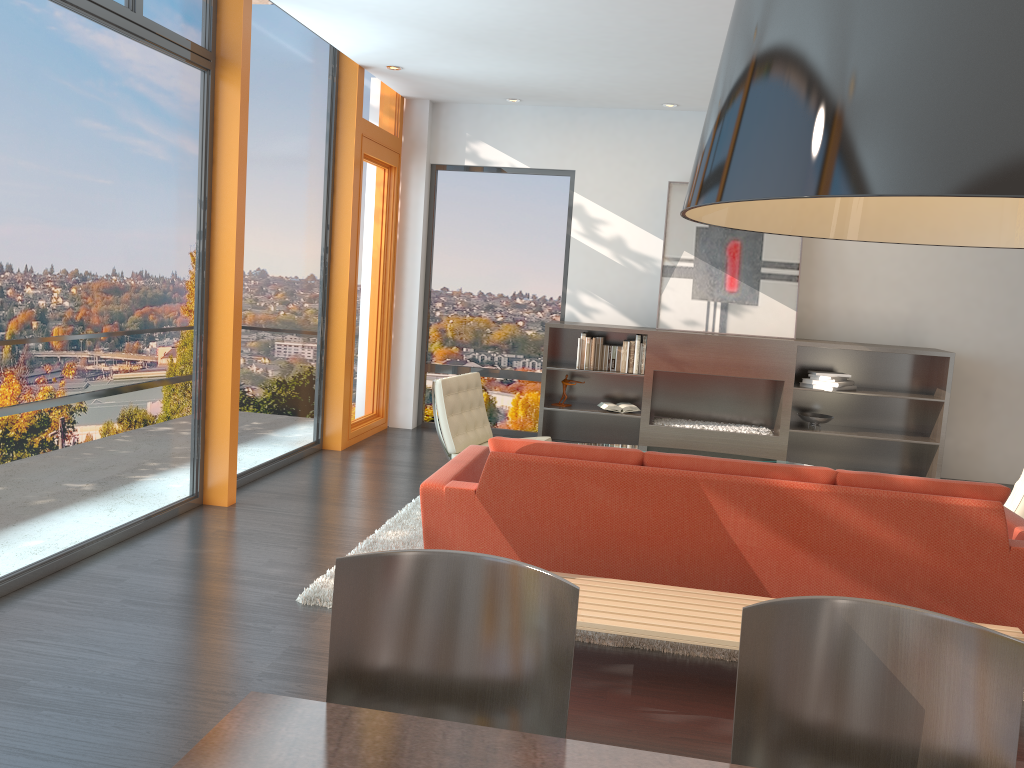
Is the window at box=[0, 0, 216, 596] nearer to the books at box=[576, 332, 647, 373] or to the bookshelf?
the bookshelf

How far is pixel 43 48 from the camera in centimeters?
388cm

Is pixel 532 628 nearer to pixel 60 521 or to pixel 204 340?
pixel 60 521

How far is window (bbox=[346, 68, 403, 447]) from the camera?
7.7m

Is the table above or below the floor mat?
above

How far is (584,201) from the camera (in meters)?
8.30

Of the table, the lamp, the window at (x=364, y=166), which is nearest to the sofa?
the table

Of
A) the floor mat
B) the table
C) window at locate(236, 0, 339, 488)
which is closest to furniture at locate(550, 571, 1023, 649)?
the floor mat

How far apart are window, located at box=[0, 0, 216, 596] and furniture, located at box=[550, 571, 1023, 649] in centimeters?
247cm

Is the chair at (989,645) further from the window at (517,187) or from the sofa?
the window at (517,187)
